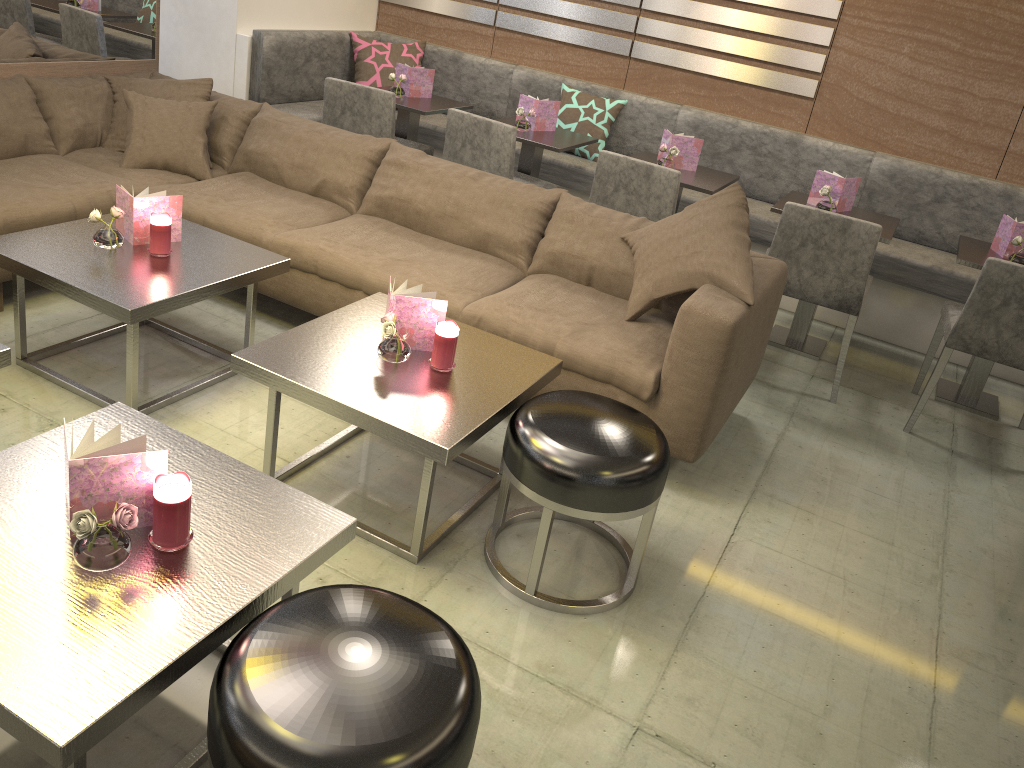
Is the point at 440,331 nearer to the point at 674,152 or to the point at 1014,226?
the point at 674,152

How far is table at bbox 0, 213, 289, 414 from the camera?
2.48m

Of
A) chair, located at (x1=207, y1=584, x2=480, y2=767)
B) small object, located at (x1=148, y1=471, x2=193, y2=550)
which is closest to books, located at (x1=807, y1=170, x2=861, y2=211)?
chair, located at (x1=207, y1=584, x2=480, y2=767)

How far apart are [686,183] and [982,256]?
1.3m

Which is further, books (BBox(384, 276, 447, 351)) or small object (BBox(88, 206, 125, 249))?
small object (BBox(88, 206, 125, 249))

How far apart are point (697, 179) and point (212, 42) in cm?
272

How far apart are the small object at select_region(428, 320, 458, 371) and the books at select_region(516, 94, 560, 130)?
2.36m

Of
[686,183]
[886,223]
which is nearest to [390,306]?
[686,183]

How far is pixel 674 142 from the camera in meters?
4.1 m

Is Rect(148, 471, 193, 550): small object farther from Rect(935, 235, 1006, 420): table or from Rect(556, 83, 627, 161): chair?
Rect(556, 83, 627, 161): chair
